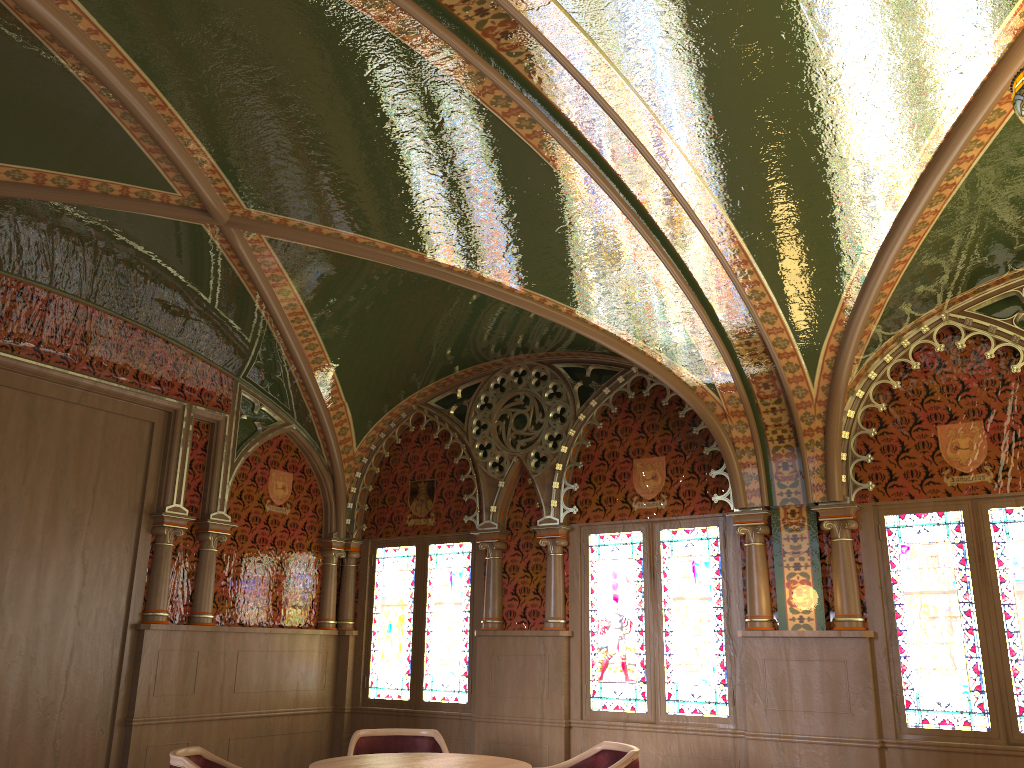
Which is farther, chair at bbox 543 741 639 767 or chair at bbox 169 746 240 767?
chair at bbox 543 741 639 767

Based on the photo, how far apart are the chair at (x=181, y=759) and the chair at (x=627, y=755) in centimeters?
185cm

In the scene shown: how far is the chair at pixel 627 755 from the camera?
4.6 meters

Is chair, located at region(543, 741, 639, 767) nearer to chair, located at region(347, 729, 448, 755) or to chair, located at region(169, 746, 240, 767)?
chair, located at region(347, 729, 448, 755)

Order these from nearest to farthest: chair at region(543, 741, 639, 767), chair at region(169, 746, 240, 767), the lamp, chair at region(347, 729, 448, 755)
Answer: the lamp < chair at region(169, 746, 240, 767) < chair at region(543, 741, 639, 767) < chair at region(347, 729, 448, 755)

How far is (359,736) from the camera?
5.56m

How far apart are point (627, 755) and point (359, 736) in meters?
1.8 m

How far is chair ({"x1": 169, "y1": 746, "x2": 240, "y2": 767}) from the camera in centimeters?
412cm

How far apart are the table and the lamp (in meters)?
3.77

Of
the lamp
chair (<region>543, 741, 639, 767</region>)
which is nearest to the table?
chair (<region>543, 741, 639, 767</region>)
